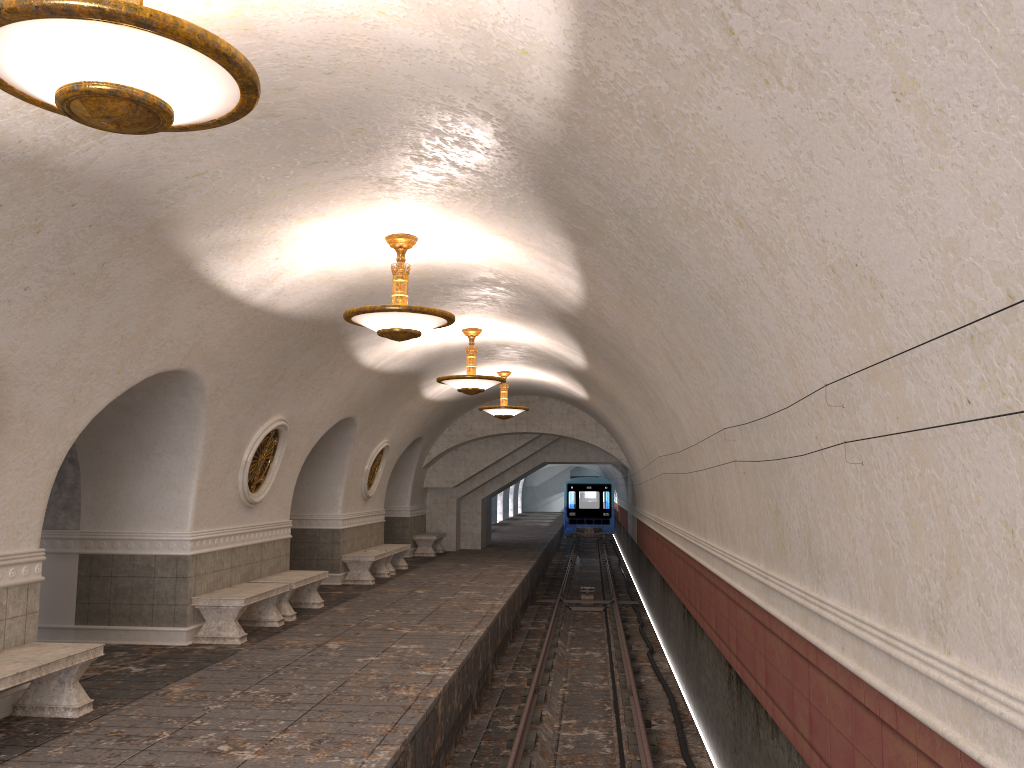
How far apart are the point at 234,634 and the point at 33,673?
3.79m

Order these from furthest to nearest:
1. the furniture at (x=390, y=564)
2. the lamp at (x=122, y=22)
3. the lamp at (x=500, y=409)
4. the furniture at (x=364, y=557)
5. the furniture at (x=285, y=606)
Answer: the furniture at (x=390, y=564) < the lamp at (x=500, y=409) < the furniture at (x=364, y=557) < the furniture at (x=285, y=606) < the lamp at (x=122, y=22)

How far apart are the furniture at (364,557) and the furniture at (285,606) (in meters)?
2.95

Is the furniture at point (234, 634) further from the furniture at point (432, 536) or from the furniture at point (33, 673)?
the furniture at point (432, 536)

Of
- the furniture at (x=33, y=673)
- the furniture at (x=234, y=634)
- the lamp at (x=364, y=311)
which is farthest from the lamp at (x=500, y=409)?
the furniture at (x=33, y=673)

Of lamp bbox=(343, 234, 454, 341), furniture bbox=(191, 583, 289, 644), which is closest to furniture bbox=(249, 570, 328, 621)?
furniture bbox=(191, 583, 289, 644)

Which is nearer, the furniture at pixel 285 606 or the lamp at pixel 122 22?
the lamp at pixel 122 22

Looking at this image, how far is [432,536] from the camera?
21.9m

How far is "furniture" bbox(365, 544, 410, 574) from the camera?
17.5 meters

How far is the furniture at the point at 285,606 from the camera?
11.5m
